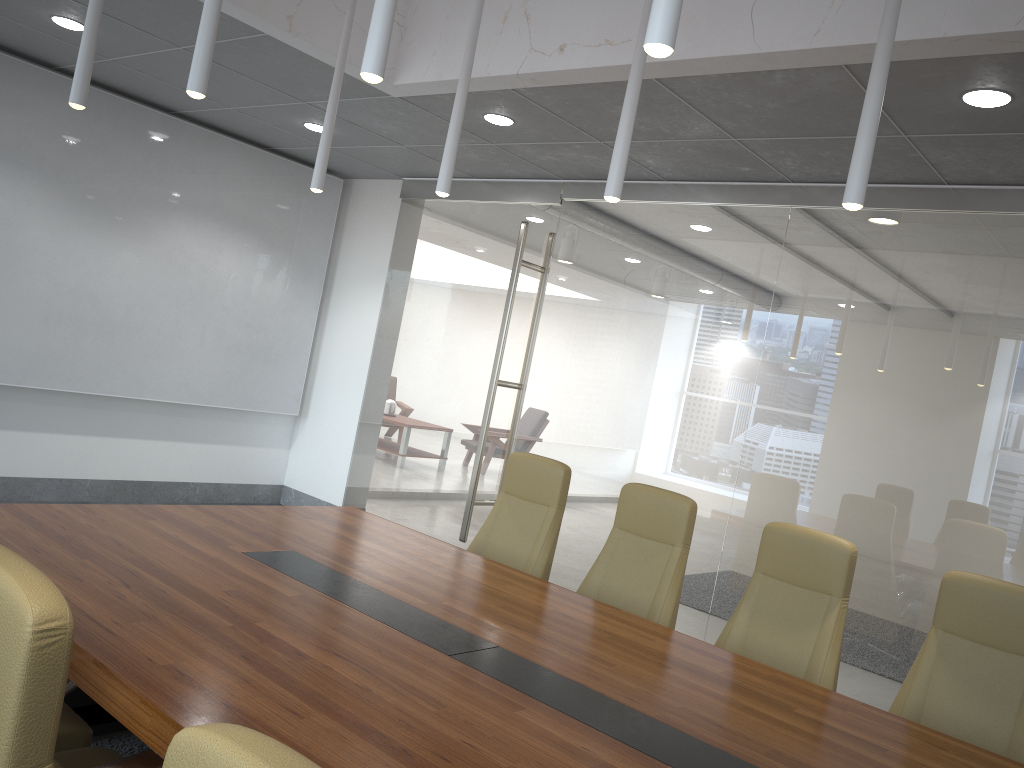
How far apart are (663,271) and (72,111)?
4.83m

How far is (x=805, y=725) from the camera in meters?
2.9

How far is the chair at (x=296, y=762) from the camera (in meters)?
0.93

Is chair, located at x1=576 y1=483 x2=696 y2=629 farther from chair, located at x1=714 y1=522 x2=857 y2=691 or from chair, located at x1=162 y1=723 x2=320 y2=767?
chair, located at x1=162 y1=723 x2=320 y2=767

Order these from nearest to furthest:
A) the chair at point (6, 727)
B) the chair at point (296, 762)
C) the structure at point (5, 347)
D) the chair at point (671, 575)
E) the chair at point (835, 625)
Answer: the chair at point (296, 762), the chair at point (6, 727), the chair at point (835, 625), the chair at point (671, 575), the structure at point (5, 347)

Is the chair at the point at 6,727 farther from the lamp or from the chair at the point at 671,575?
the chair at the point at 671,575

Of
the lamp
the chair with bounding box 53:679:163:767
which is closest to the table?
the chair with bounding box 53:679:163:767

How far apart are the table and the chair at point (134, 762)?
0.1 meters

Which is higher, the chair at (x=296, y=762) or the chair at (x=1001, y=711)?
the chair at (x=296, y=762)

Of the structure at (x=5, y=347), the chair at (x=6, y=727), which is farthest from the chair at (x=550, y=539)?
the structure at (x=5, y=347)
